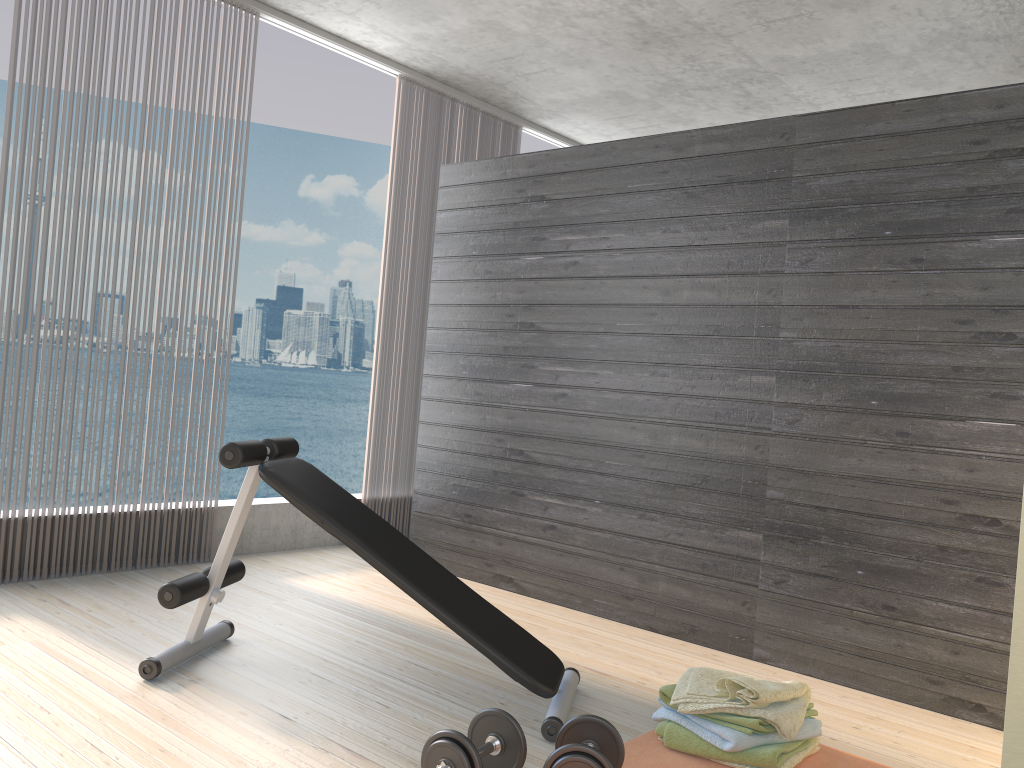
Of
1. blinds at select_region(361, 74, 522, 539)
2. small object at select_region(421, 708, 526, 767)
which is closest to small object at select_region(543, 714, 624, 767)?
small object at select_region(421, 708, 526, 767)

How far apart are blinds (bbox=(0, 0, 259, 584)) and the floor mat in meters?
2.6 m

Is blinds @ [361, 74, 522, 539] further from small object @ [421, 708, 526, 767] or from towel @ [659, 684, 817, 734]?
small object @ [421, 708, 526, 767]

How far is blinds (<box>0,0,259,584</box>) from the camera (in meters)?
3.57

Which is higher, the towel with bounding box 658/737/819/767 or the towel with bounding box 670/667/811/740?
the towel with bounding box 670/667/811/740

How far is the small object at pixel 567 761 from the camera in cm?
202

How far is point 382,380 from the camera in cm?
515

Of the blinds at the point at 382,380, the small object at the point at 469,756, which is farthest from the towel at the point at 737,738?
the blinds at the point at 382,380

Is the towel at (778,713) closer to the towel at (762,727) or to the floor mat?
the towel at (762,727)

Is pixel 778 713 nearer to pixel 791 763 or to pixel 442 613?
pixel 791 763
